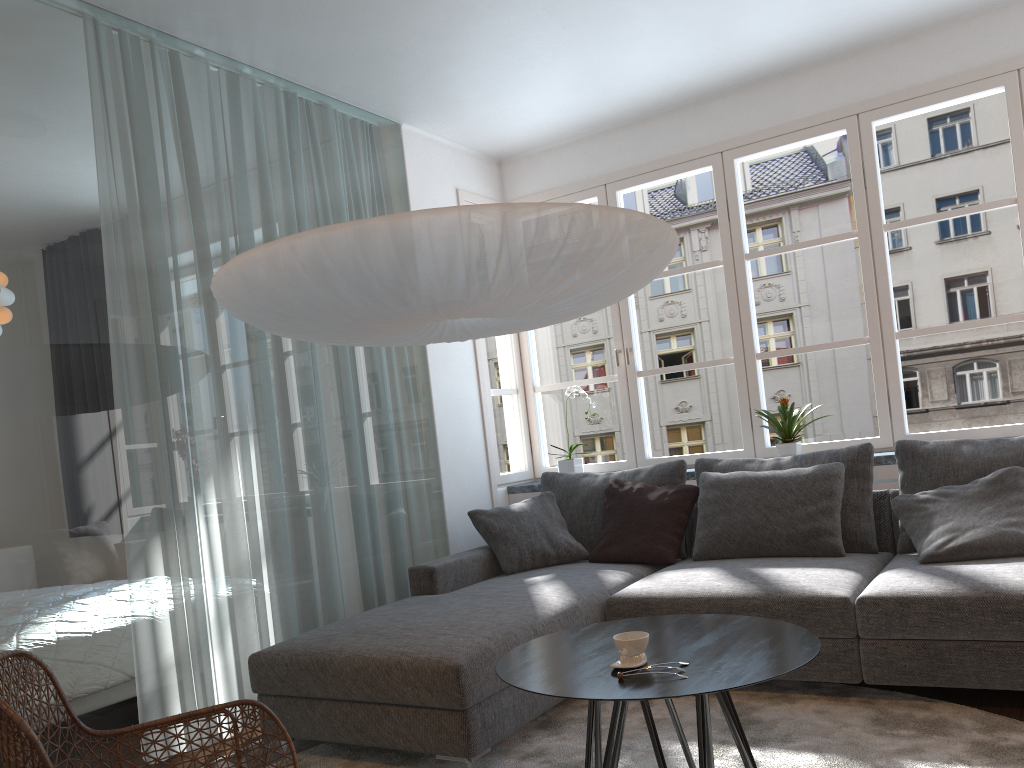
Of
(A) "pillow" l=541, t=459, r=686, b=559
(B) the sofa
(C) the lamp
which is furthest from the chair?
(A) "pillow" l=541, t=459, r=686, b=559

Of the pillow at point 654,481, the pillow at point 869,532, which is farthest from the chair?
the pillow at point 869,532

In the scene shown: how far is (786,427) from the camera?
4.4m

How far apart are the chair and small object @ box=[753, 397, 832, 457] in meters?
2.8

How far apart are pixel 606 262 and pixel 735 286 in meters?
2.5 m

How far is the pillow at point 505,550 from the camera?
4.2 meters

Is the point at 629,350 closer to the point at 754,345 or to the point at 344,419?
the point at 754,345

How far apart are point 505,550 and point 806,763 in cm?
187

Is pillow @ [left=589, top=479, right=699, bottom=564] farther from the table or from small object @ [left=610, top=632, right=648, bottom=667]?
small object @ [left=610, top=632, right=648, bottom=667]

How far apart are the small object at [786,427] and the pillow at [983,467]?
0.6 meters
